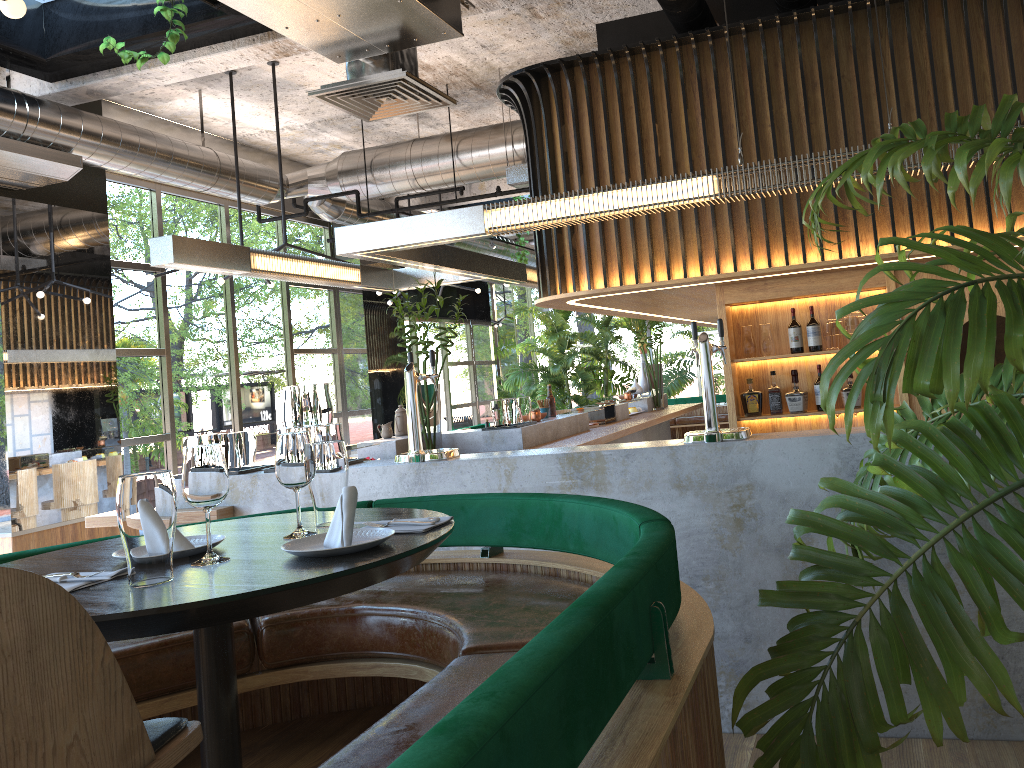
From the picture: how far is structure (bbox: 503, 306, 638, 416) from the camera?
14.7 meters

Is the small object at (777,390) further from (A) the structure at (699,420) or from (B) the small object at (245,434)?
(A) the structure at (699,420)

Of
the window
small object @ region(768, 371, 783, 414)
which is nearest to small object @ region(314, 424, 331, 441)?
small object @ region(768, 371, 783, 414)

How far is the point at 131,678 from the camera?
2.39m

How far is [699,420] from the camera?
17.77m

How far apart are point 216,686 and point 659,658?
1.0 meters

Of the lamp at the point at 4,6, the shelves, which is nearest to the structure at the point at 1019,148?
the lamp at the point at 4,6

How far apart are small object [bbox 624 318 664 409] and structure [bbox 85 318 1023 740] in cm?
16

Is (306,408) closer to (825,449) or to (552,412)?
(825,449)

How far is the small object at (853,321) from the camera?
5.55m
